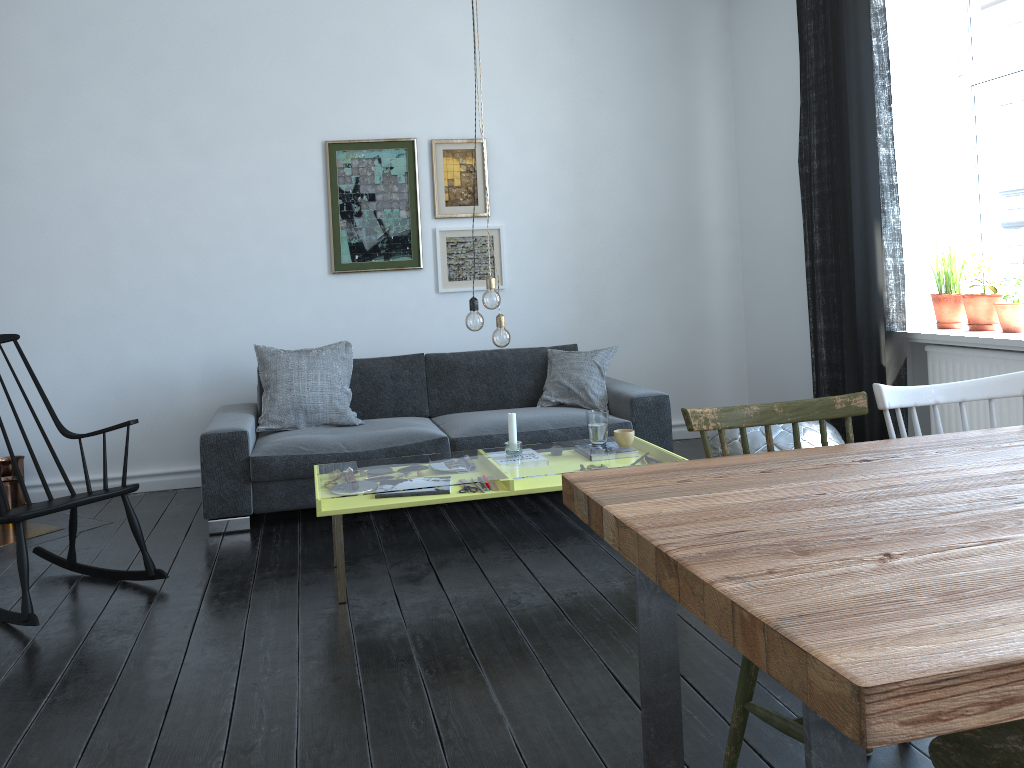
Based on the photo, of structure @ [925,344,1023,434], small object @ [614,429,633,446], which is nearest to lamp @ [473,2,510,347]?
small object @ [614,429,633,446]

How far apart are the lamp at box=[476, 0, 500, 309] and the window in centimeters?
267cm

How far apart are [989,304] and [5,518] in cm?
424

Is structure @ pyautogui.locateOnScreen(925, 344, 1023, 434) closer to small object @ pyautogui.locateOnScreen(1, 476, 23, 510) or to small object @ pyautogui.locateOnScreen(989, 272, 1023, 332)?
small object @ pyautogui.locateOnScreen(989, 272, 1023, 332)

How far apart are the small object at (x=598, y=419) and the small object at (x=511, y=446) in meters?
0.3 m

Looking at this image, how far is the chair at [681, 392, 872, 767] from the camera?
1.9 meters

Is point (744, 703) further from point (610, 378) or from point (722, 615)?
point (610, 378)

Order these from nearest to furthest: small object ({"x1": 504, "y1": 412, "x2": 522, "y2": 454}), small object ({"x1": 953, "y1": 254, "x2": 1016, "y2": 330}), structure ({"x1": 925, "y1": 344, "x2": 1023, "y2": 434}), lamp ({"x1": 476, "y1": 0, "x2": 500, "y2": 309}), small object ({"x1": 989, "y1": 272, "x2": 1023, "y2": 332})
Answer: lamp ({"x1": 476, "y1": 0, "x2": 500, "y2": 309}) → small object ({"x1": 504, "y1": 412, "x2": 522, "y2": 454}) → structure ({"x1": 925, "y1": 344, "x2": 1023, "y2": 434}) → small object ({"x1": 989, "y1": 272, "x2": 1023, "y2": 332}) → small object ({"x1": 953, "y1": 254, "x2": 1016, "y2": 330})

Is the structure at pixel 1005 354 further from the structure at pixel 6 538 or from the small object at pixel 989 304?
the structure at pixel 6 538

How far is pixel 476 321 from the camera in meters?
3.4 m
